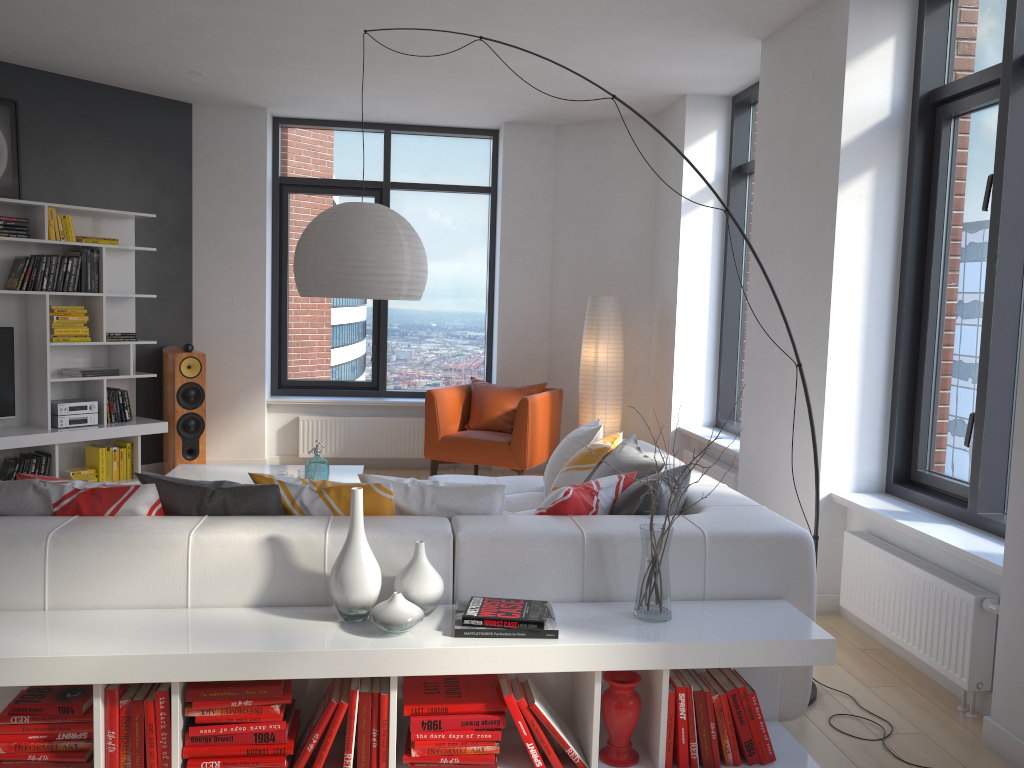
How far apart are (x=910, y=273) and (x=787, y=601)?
1.97m

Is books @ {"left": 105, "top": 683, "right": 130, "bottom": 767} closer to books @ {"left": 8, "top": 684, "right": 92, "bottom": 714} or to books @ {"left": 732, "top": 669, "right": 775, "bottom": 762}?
books @ {"left": 8, "top": 684, "right": 92, "bottom": 714}

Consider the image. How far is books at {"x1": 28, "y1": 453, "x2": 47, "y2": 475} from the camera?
6.1 meters

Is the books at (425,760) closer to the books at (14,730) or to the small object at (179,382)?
the books at (14,730)

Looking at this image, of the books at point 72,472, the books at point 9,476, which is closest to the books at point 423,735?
the books at point 9,476

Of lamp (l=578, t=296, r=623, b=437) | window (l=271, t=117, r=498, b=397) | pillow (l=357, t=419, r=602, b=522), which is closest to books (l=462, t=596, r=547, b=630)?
pillow (l=357, t=419, r=602, b=522)

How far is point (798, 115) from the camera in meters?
4.6 m

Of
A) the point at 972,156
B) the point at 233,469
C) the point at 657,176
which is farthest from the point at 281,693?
the point at 657,176

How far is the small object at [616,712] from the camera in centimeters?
266cm

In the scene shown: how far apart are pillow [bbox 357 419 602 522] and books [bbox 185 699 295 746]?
0.75m
